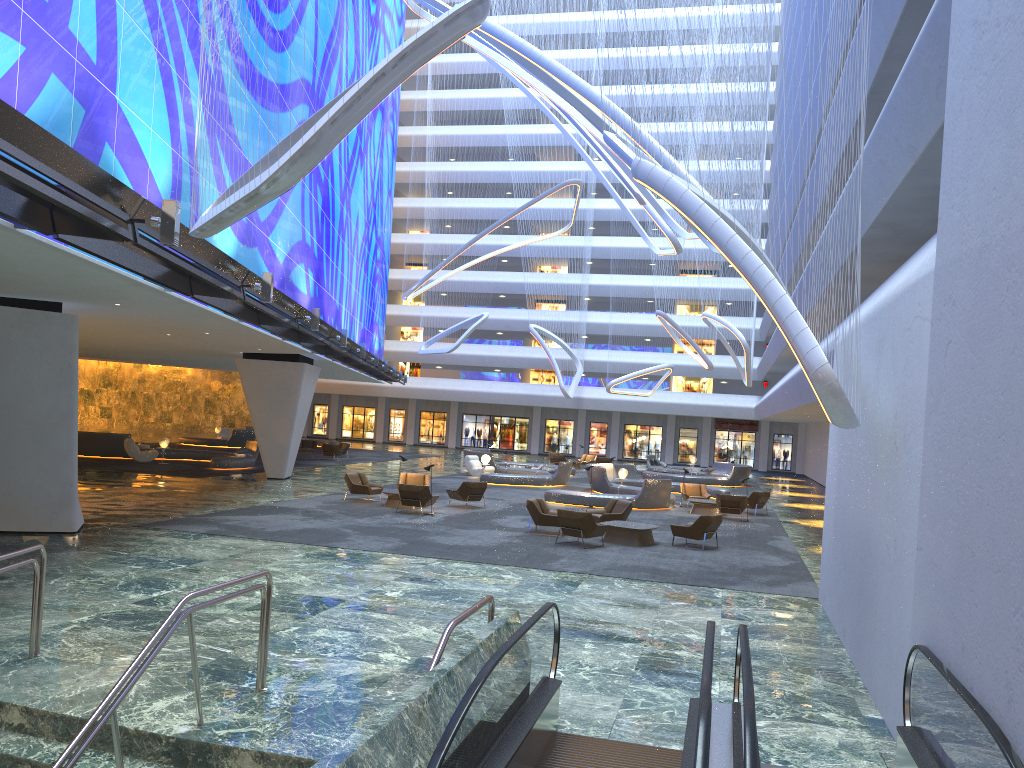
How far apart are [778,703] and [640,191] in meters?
26.1

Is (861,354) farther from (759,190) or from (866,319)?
Answer: (759,190)

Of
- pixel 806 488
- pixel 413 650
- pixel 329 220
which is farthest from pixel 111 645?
pixel 806 488

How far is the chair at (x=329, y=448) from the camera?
41.7 meters

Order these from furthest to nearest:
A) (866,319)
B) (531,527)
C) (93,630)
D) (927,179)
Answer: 1. (531,527)
2. (927,179)
3. (866,319)
4. (93,630)

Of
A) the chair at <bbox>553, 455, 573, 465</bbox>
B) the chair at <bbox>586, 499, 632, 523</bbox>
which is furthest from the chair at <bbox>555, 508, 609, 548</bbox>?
the chair at <bbox>553, 455, 573, 465</bbox>

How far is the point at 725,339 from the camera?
48.70m

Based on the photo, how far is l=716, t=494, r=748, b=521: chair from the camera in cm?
2568

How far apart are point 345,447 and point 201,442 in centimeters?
857cm

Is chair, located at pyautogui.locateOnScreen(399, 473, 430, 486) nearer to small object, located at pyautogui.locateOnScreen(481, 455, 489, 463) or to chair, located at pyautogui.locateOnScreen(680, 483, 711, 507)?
chair, located at pyautogui.locateOnScreen(680, 483, 711, 507)
